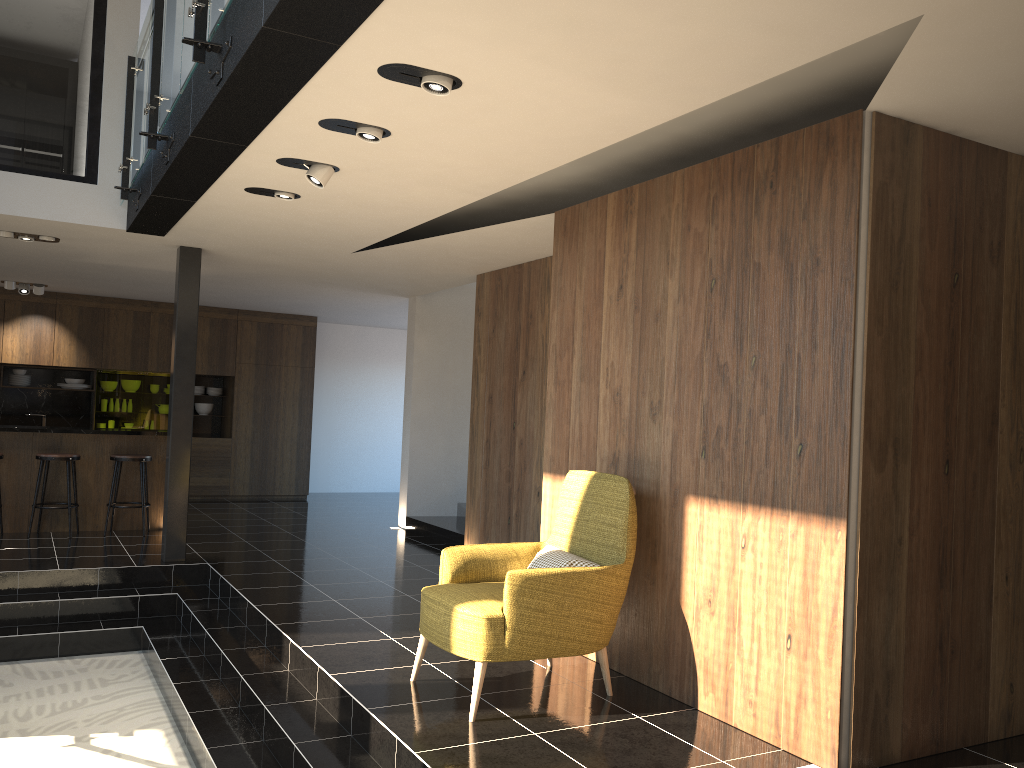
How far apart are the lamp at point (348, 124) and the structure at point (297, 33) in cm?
23

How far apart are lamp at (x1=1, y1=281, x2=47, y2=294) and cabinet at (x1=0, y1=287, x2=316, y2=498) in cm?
57

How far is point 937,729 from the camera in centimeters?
382cm

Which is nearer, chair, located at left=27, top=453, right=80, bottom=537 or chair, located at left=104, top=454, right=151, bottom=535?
chair, located at left=27, top=453, right=80, bottom=537

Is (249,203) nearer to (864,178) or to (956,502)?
(864,178)

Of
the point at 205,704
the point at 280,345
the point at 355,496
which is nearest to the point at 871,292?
the point at 205,704

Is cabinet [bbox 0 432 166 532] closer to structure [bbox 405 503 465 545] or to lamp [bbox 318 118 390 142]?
structure [bbox 405 503 465 545]

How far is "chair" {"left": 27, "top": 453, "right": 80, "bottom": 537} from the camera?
8.5m

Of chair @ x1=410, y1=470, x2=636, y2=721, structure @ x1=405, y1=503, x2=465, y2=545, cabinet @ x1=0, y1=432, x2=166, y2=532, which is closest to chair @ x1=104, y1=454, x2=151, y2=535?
cabinet @ x1=0, y1=432, x2=166, y2=532

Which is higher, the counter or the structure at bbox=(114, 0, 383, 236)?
Result: the structure at bbox=(114, 0, 383, 236)
